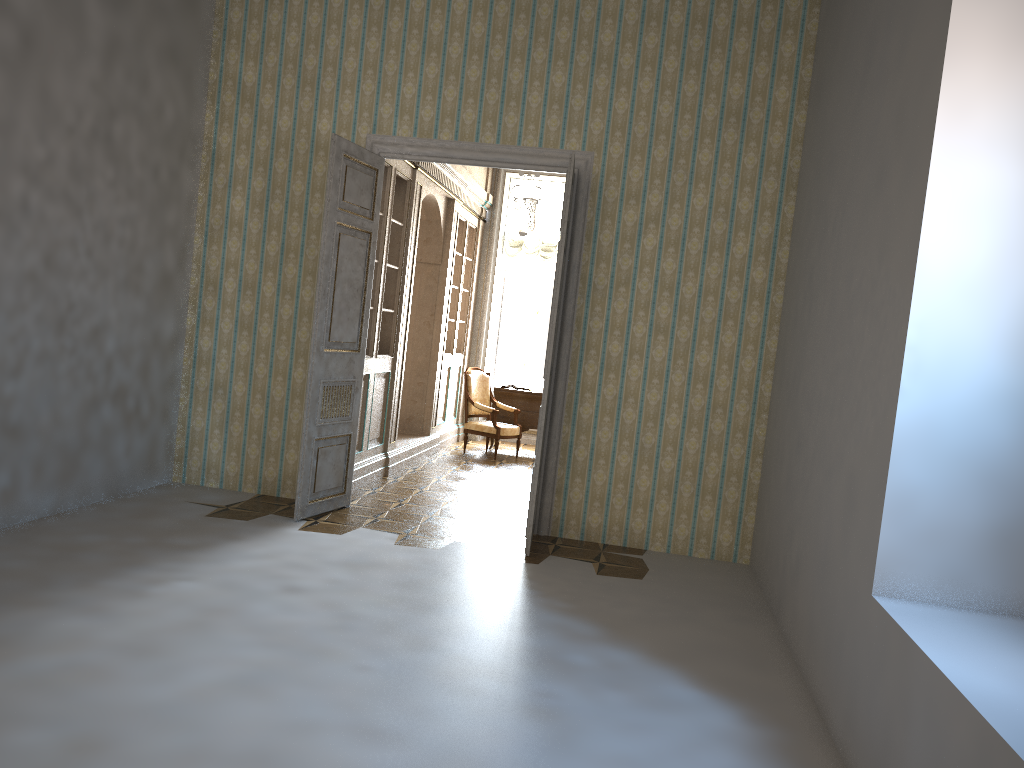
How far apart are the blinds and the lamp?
1.13m

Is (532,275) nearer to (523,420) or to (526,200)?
(523,420)

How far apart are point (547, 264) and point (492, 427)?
2.75m

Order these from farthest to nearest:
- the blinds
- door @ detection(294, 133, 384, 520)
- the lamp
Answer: the blinds
the lamp
door @ detection(294, 133, 384, 520)

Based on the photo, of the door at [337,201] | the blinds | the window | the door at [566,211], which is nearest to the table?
the window

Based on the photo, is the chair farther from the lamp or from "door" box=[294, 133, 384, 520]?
"door" box=[294, 133, 384, 520]

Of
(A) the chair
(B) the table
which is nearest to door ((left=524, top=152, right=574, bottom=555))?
(A) the chair

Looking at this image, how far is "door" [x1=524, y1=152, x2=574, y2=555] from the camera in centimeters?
573cm

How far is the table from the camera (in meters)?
10.87

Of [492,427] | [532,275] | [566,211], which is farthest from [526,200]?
[532,275]
